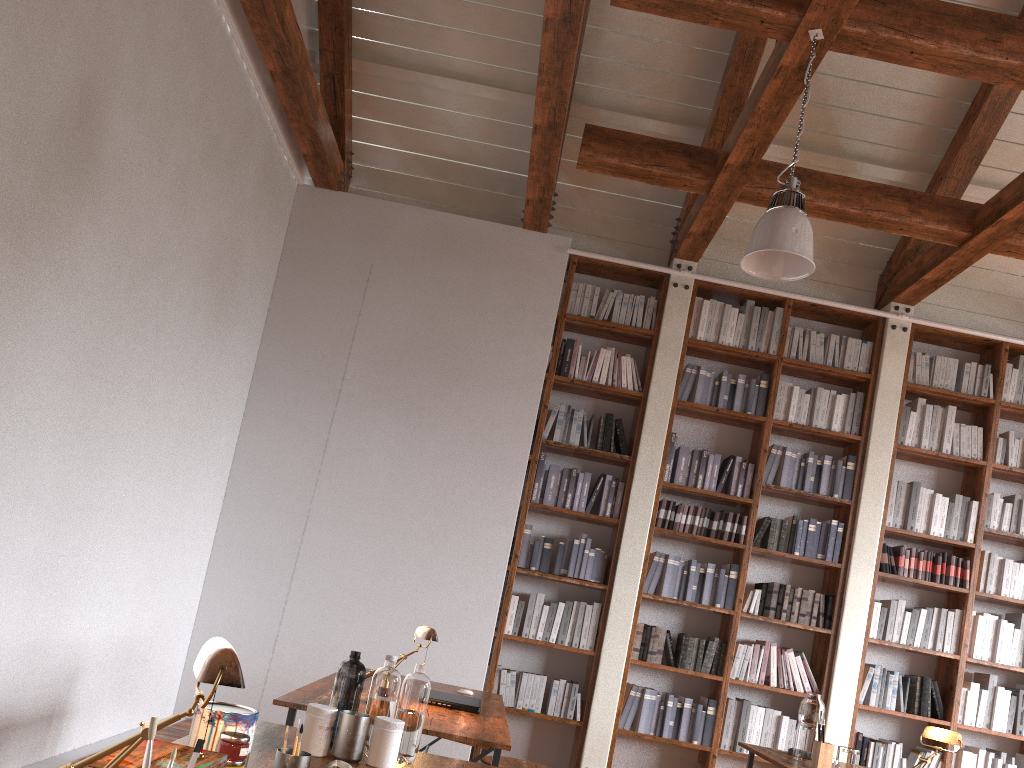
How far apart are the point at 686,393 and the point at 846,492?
1.22m

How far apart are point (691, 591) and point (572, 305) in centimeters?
204cm

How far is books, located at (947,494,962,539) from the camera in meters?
5.8 m

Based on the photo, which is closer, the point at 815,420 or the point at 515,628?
the point at 515,628

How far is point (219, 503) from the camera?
5.56m

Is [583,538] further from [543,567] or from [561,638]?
[561,638]

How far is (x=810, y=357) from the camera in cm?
601

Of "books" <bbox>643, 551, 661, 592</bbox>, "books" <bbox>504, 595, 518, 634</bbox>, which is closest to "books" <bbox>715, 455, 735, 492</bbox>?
"books" <bbox>643, 551, 661, 592</bbox>

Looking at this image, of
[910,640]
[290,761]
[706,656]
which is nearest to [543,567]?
[706,656]

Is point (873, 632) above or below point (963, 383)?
below
